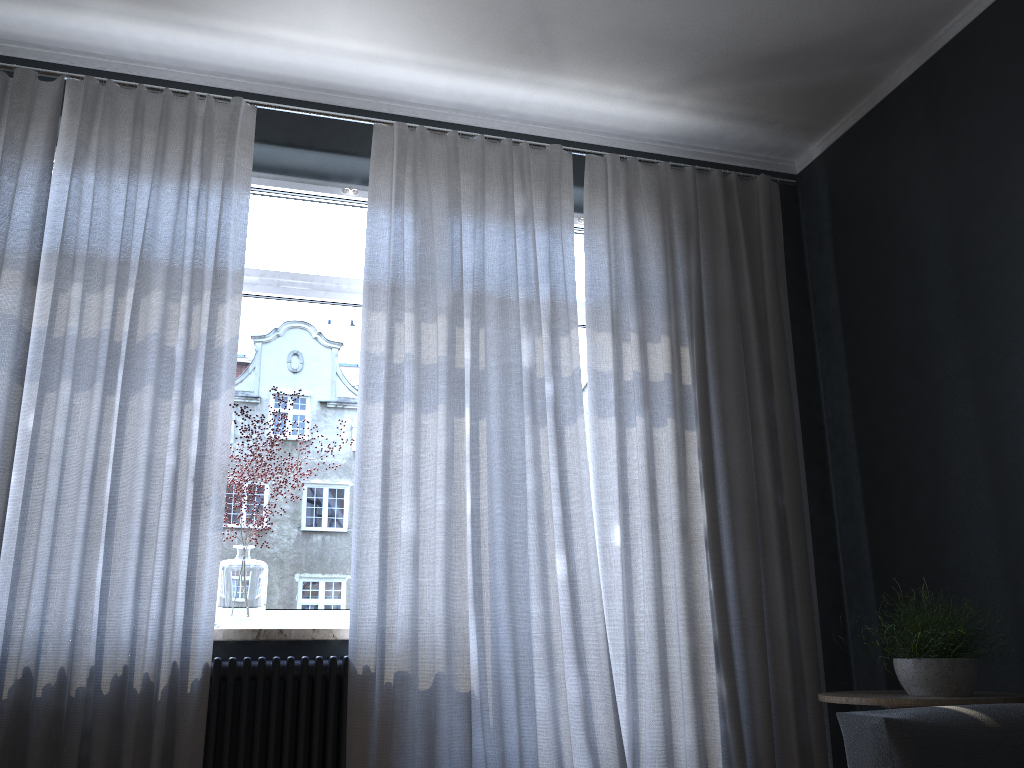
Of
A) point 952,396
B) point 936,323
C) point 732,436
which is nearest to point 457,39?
point 732,436

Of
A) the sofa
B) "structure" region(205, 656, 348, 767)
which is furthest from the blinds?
the sofa

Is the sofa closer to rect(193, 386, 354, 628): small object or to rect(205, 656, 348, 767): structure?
rect(205, 656, 348, 767): structure

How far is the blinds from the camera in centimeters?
280cm

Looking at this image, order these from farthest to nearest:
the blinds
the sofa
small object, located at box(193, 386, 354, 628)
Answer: small object, located at box(193, 386, 354, 628), the blinds, the sofa

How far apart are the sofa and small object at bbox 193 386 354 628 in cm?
189

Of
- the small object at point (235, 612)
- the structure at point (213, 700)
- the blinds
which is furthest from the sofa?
the small object at point (235, 612)

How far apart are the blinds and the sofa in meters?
0.9

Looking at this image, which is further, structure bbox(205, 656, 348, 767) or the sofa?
structure bbox(205, 656, 348, 767)

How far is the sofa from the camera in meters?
2.1
